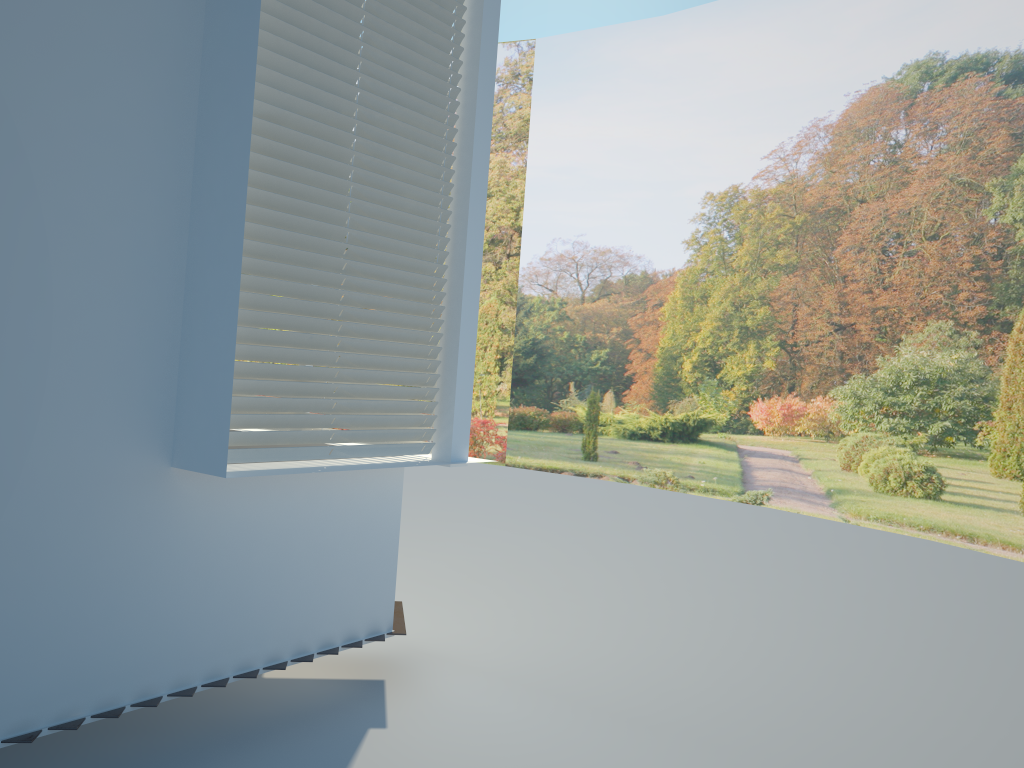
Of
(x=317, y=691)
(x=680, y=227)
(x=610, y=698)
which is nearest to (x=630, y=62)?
(x=680, y=227)

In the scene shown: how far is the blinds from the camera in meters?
3.1

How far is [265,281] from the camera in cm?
312

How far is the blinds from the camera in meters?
3.1 m
